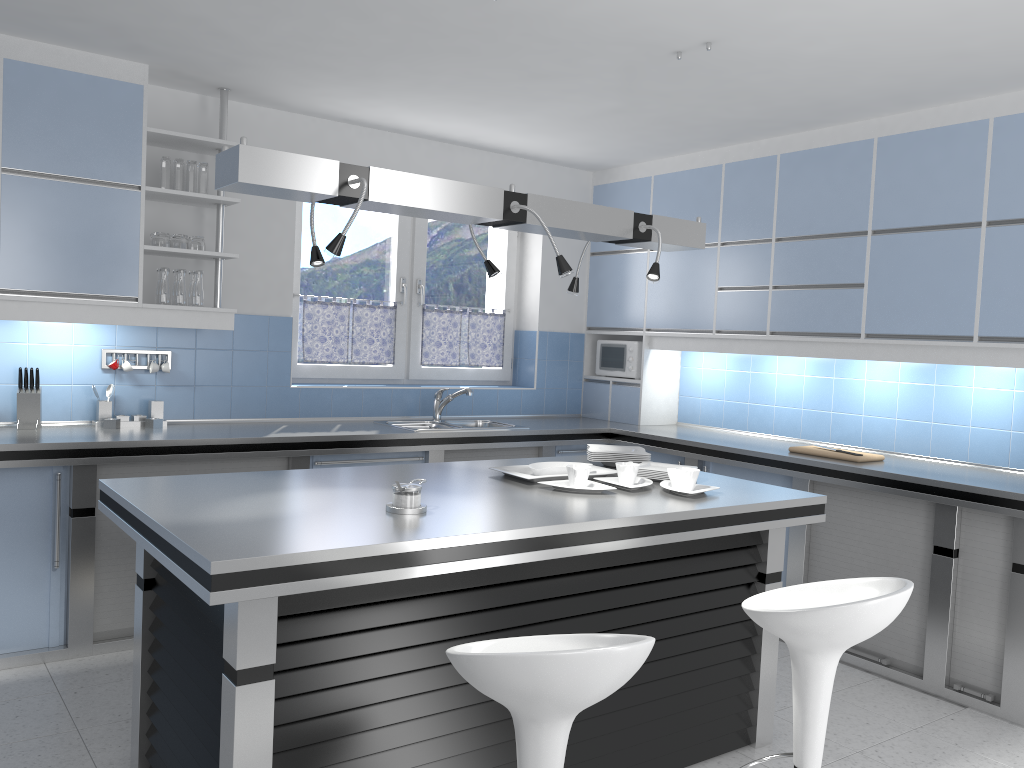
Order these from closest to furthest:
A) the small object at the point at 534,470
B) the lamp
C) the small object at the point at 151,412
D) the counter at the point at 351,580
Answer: the counter at the point at 351,580 < the lamp < the small object at the point at 534,470 < the small object at the point at 151,412

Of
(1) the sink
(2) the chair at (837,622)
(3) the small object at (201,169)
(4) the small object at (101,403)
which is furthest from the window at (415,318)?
(2) the chair at (837,622)

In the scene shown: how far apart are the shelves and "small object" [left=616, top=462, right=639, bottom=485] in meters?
2.3 m

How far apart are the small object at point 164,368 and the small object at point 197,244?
0.7m

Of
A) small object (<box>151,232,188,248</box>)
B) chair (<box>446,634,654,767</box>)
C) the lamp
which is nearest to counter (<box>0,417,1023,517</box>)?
small object (<box>151,232,188,248</box>)

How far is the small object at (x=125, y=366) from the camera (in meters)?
4.50

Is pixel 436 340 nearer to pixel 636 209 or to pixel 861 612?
pixel 636 209

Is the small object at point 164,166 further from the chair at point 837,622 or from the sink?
the chair at point 837,622

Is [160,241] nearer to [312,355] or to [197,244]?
[197,244]

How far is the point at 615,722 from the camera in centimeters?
295cm
